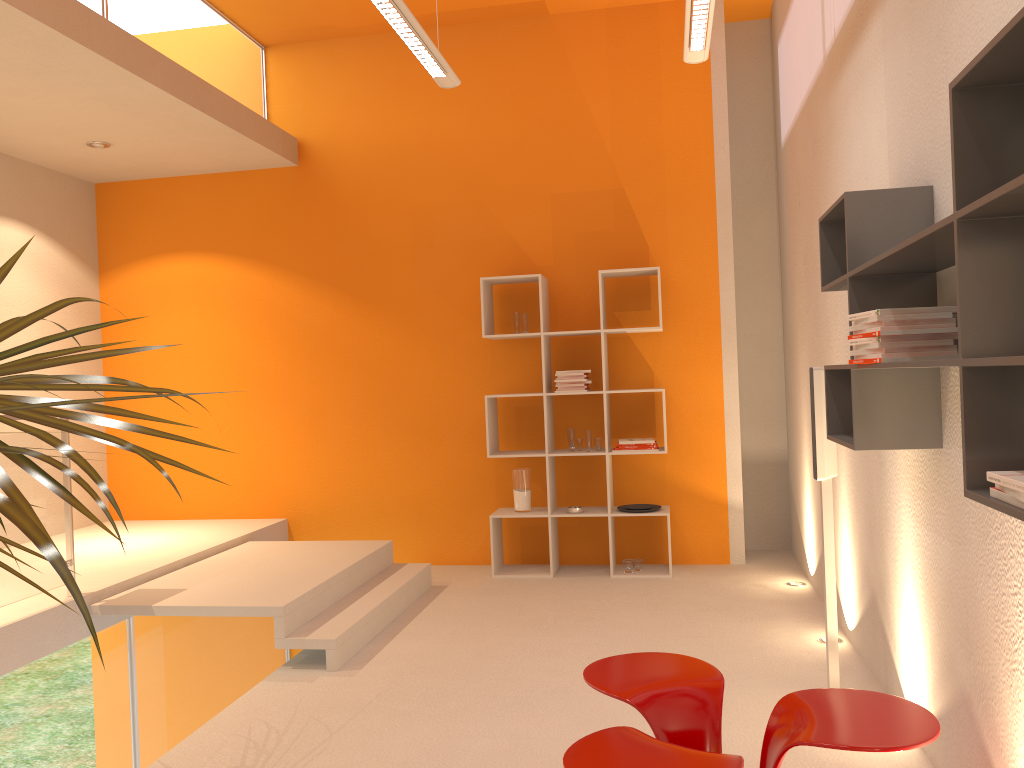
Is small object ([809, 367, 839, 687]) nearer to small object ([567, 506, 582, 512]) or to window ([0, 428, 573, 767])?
small object ([567, 506, 582, 512])

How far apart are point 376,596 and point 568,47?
3.9m

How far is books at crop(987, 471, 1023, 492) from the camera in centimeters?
144cm

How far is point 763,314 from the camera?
6.4m

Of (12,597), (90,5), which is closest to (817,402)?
(12,597)

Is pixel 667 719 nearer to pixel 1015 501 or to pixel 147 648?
pixel 1015 501

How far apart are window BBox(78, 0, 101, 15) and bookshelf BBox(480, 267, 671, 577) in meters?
2.7 m

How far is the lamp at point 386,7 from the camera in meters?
3.5

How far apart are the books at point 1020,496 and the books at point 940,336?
0.91m

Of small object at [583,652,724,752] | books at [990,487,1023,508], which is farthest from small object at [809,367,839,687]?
books at [990,487,1023,508]
